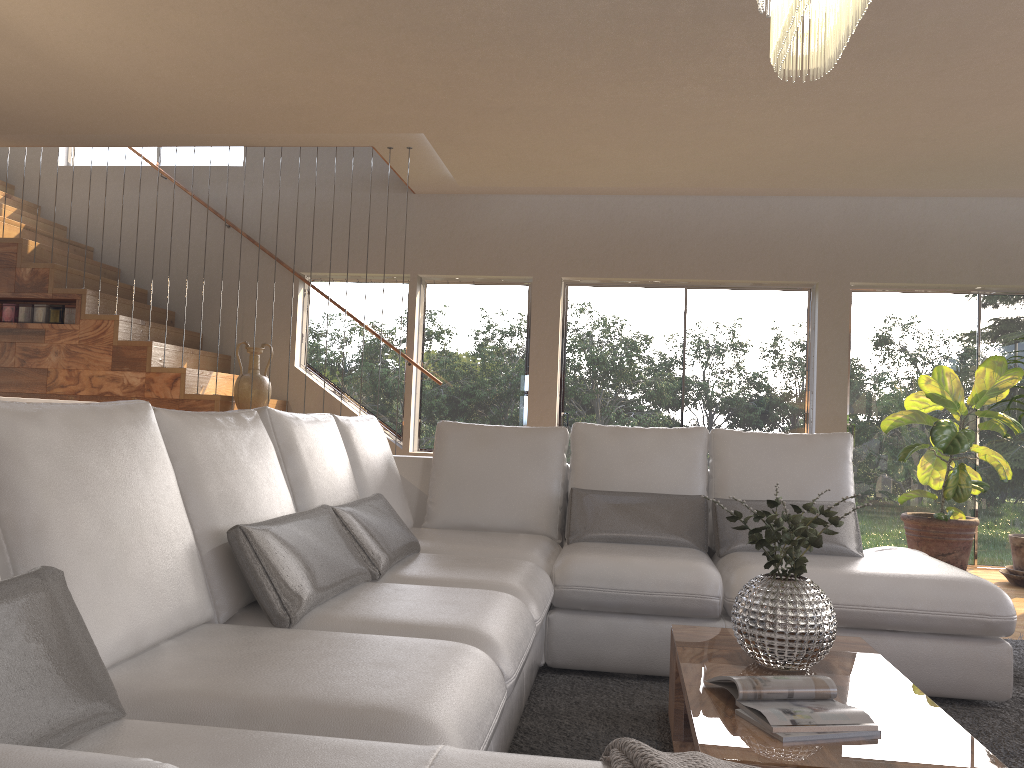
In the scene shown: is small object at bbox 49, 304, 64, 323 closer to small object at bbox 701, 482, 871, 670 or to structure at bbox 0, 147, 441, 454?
structure at bbox 0, 147, 441, 454

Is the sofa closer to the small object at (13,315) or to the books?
the books

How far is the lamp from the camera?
2.29m

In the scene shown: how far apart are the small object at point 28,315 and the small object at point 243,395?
1.6m

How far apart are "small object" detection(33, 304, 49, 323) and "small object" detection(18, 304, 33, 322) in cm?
5

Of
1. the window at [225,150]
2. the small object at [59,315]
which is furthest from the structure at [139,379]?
the window at [225,150]

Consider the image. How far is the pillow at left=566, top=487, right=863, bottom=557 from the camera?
3.7 meters

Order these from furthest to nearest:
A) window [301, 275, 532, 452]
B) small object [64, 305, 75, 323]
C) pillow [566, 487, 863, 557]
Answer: window [301, 275, 532, 452] → small object [64, 305, 75, 323] → pillow [566, 487, 863, 557]

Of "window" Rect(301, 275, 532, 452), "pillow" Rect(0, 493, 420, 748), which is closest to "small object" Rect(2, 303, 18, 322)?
"window" Rect(301, 275, 532, 452)

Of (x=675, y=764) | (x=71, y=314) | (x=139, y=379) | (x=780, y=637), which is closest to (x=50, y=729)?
(x=675, y=764)
